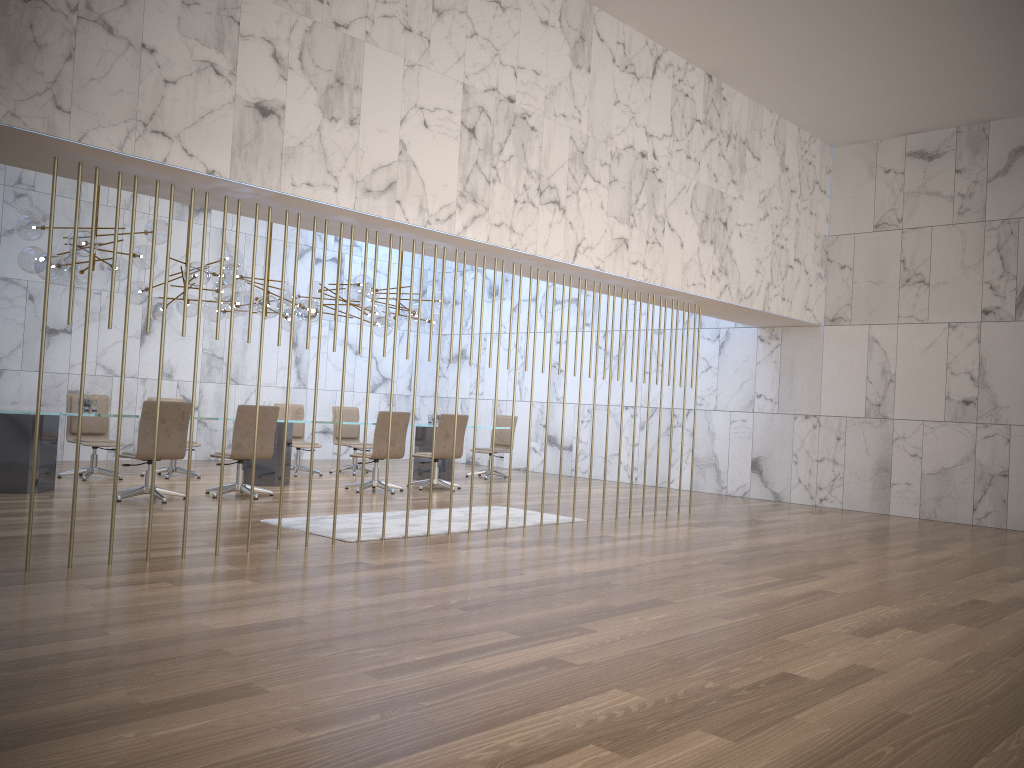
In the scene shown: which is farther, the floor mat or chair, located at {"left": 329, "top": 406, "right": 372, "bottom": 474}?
chair, located at {"left": 329, "top": 406, "right": 372, "bottom": 474}

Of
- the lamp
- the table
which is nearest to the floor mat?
the table

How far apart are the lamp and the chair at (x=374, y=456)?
1.4 meters

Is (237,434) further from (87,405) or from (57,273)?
(57,273)

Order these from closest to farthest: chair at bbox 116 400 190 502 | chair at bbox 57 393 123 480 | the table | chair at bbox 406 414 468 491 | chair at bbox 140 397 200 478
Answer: chair at bbox 116 400 190 502 < the table < chair at bbox 57 393 123 480 < chair at bbox 140 397 200 478 < chair at bbox 406 414 468 491

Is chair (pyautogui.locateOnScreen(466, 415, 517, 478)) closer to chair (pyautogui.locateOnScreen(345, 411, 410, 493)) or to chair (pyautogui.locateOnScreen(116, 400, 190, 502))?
chair (pyautogui.locateOnScreen(345, 411, 410, 493))

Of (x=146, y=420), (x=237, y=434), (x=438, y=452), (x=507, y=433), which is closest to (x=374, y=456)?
(x=438, y=452)

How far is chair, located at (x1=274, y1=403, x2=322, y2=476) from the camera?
12.45m

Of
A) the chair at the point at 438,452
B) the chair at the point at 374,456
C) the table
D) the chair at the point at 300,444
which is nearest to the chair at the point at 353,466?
the chair at the point at 300,444

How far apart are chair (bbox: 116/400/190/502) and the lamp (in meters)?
1.54
